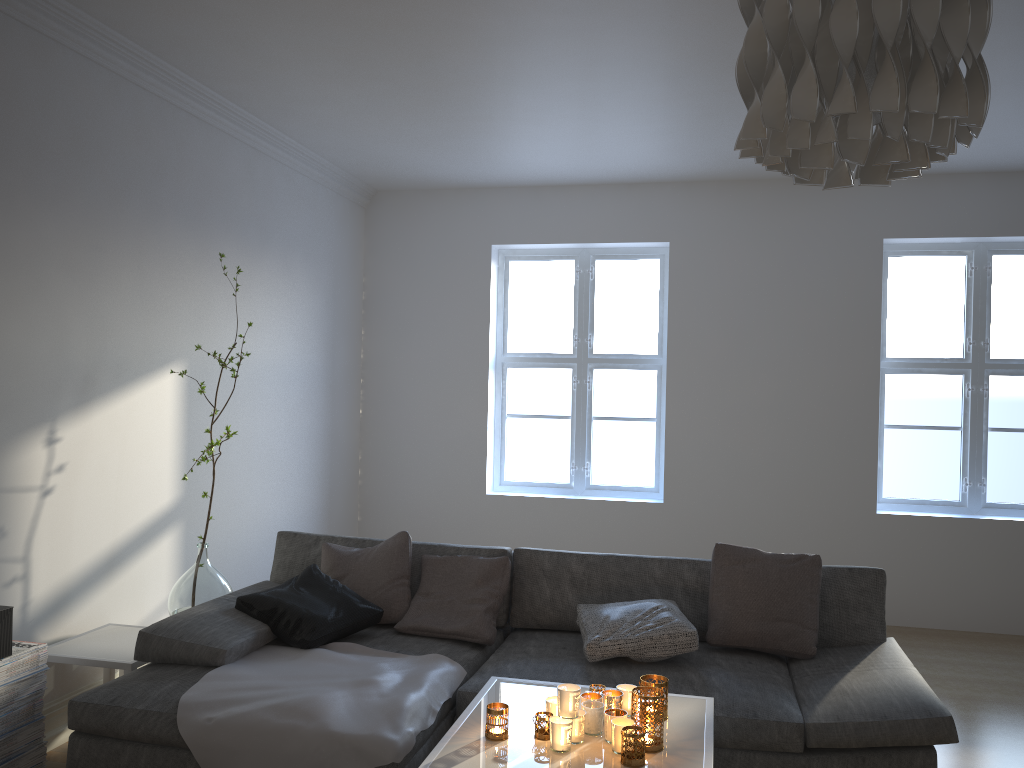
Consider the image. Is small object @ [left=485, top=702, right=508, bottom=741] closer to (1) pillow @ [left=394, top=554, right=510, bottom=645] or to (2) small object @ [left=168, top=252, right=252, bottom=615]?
(1) pillow @ [left=394, top=554, right=510, bottom=645]

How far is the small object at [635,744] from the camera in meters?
2.1

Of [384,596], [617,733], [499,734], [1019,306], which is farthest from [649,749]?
[1019,306]

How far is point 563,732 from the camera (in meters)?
2.17

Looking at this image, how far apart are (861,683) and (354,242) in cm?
440

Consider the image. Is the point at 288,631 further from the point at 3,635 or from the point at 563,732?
the point at 563,732

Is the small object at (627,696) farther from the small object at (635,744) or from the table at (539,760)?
the small object at (635,744)

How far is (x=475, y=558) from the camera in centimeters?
365cm

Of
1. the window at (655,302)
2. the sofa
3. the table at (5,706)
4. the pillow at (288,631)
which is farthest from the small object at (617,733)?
the window at (655,302)

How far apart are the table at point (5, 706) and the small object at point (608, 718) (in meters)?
1.93
